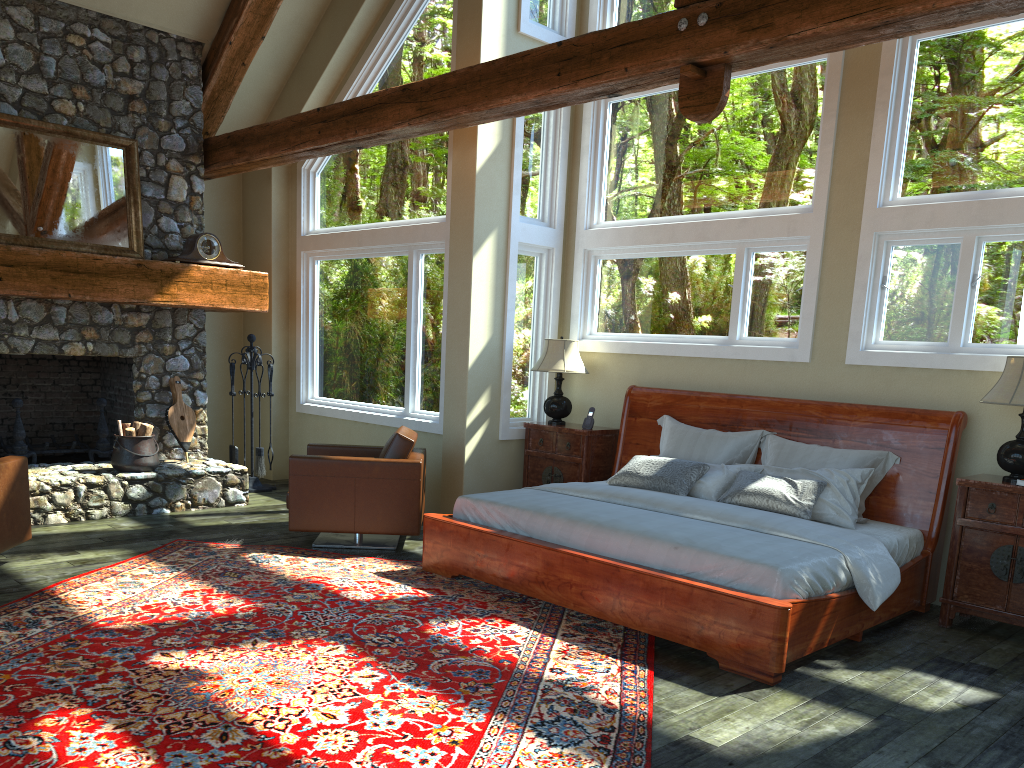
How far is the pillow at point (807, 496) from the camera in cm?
556

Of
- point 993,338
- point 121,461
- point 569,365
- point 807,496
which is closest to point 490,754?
point 807,496

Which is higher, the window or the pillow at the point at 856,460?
the window

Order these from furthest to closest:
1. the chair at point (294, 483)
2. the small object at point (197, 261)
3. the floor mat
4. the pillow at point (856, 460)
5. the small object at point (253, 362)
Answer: the small object at point (253, 362) < the small object at point (197, 261) < the chair at point (294, 483) < the pillow at point (856, 460) < the floor mat

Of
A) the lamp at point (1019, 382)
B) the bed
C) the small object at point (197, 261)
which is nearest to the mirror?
the small object at point (197, 261)

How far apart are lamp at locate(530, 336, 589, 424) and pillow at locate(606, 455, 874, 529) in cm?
174

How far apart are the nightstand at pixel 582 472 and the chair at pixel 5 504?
3.9 meters

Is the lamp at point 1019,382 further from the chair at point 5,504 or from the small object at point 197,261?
the small object at point 197,261

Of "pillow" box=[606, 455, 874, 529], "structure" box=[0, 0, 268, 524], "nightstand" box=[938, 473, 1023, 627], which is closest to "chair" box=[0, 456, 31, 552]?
"structure" box=[0, 0, 268, 524]

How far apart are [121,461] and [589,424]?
3.98m
